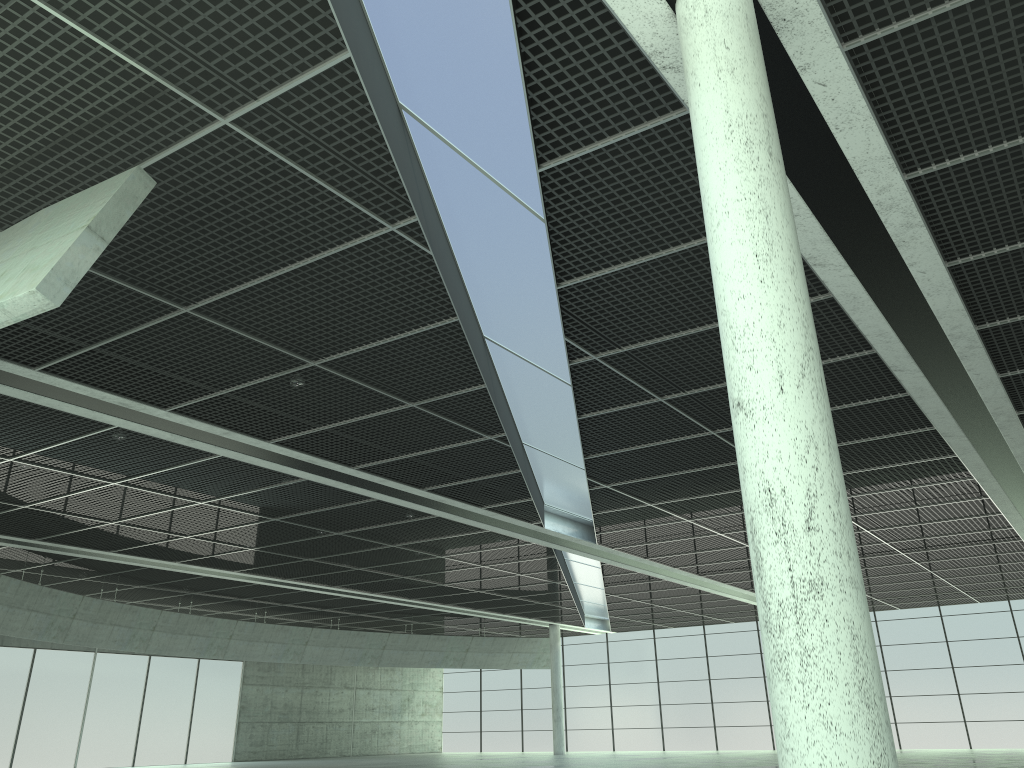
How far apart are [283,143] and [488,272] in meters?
7.5
